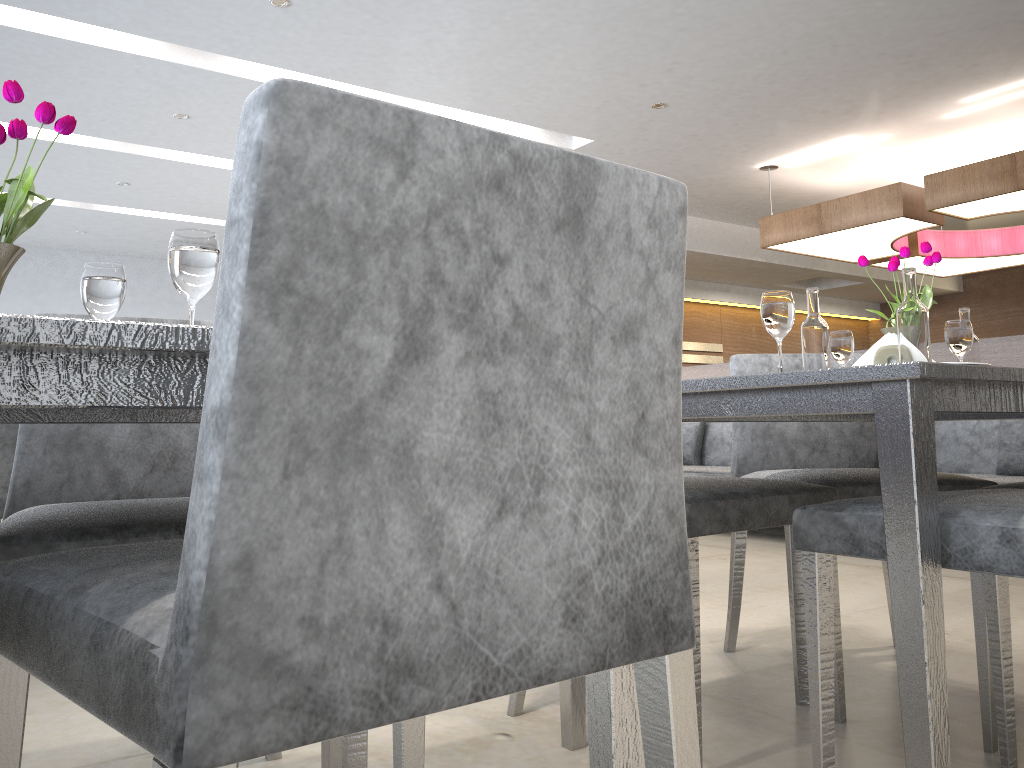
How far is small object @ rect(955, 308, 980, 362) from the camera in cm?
202

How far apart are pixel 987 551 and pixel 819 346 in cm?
68

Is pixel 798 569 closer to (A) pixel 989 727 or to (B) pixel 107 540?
(A) pixel 989 727

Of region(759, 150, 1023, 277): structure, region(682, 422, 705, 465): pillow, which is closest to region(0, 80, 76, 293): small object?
region(682, 422, 705, 465): pillow

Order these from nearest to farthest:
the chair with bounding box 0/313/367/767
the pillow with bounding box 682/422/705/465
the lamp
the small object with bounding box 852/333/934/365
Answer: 1. the chair with bounding box 0/313/367/767
2. the small object with bounding box 852/333/934/365
3. the lamp
4. the pillow with bounding box 682/422/705/465

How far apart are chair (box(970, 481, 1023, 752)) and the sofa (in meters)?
2.33

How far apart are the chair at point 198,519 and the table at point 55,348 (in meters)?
0.12

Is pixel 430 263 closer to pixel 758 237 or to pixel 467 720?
pixel 467 720

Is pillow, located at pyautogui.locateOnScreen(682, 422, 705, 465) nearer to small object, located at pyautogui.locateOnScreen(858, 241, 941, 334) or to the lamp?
the lamp

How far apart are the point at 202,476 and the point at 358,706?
0.17m
